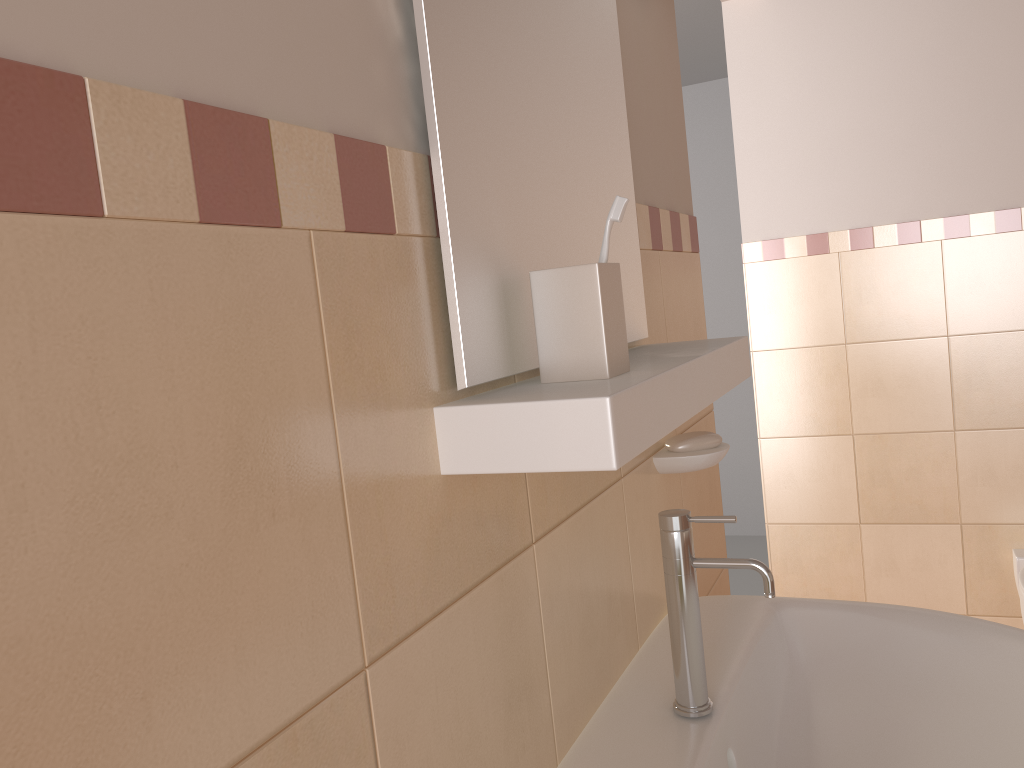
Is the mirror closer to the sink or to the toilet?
the sink

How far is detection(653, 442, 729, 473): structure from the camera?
1.1m

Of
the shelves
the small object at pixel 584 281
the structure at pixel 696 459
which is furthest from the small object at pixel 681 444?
the small object at pixel 584 281

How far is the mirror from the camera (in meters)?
0.65

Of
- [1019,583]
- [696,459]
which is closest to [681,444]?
[696,459]

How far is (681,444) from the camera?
1.2m

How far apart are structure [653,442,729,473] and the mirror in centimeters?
17cm

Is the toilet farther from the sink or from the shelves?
the shelves

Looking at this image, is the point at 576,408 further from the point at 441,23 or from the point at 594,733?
the point at 594,733

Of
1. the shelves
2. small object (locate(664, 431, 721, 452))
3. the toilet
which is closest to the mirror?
the shelves
